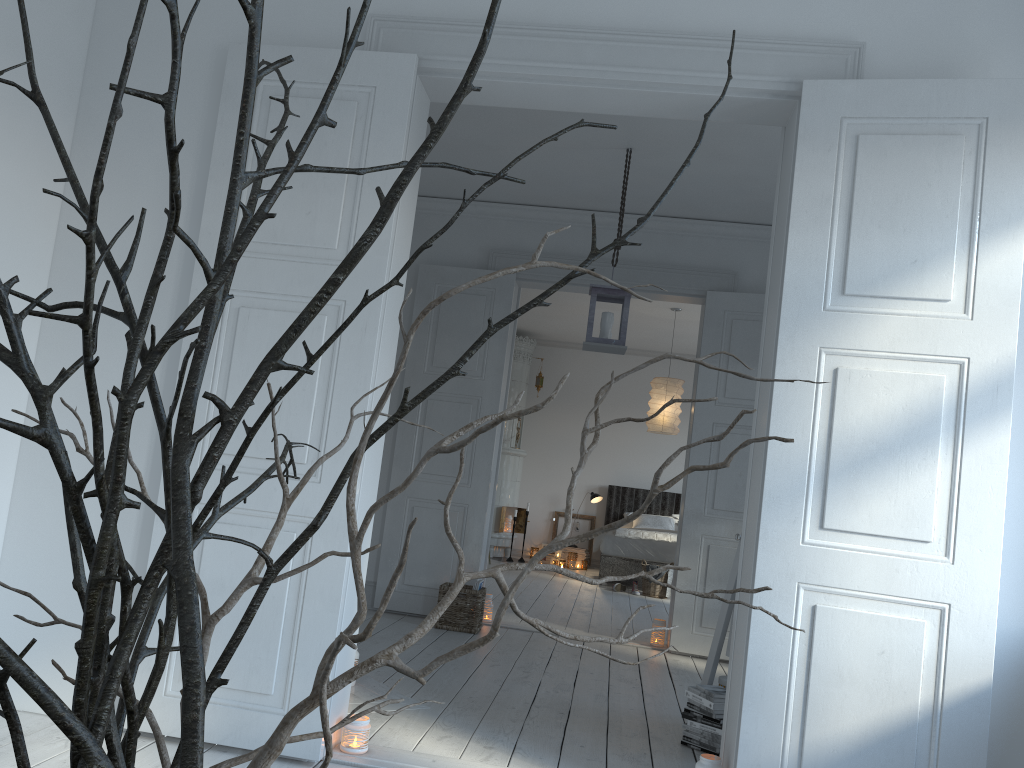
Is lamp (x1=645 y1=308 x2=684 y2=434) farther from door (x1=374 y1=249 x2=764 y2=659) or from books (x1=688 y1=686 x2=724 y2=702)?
books (x1=688 y1=686 x2=724 y2=702)

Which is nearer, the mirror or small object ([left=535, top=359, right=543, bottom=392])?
the mirror

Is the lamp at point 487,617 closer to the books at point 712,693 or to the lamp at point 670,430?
the books at point 712,693

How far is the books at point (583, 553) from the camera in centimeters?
1079cm

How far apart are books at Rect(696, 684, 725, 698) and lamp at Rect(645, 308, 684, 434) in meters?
5.0

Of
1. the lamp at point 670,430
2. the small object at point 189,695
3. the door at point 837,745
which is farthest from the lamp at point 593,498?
the small object at point 189,695

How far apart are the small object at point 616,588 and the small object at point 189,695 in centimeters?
828cm

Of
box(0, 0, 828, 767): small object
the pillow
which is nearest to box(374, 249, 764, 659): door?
the pillow

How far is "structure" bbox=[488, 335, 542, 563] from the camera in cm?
1073

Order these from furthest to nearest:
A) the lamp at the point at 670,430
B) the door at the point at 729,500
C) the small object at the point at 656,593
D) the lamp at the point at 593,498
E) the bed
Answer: the lamp at the point at 593,498 → the bed → the small object at the point at 656,593 → the lamp at the point at 670,430 → the door at the point at 729,500
